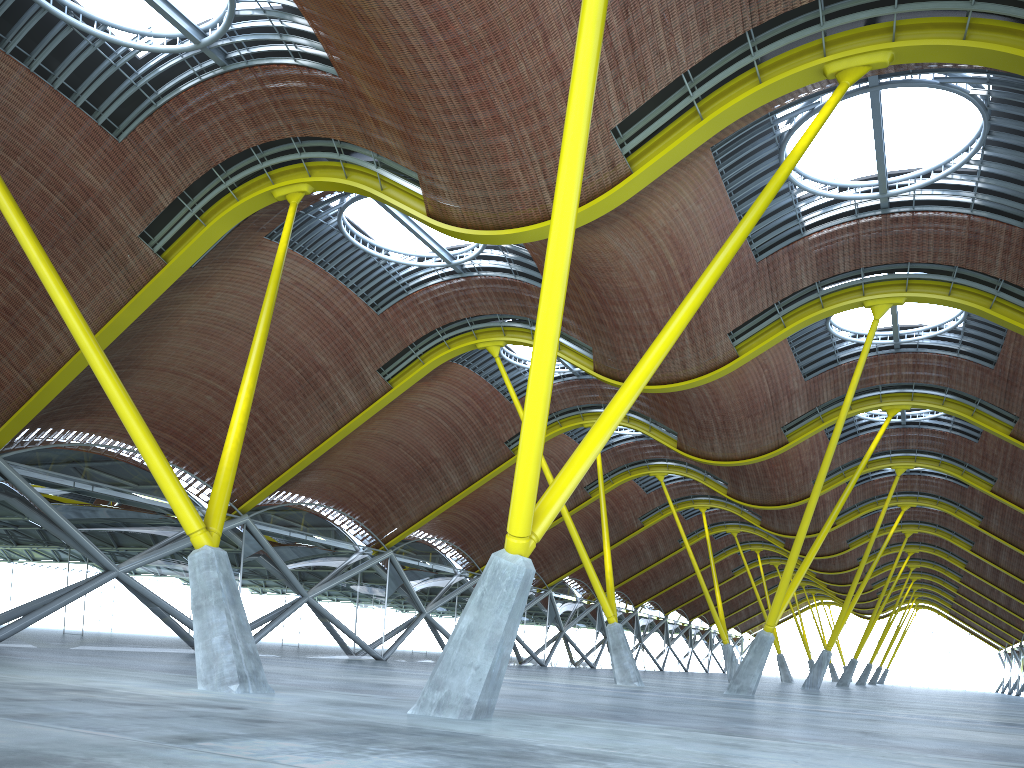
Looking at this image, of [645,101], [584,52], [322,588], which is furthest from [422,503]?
[584,52]

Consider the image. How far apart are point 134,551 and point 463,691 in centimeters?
2656cm
